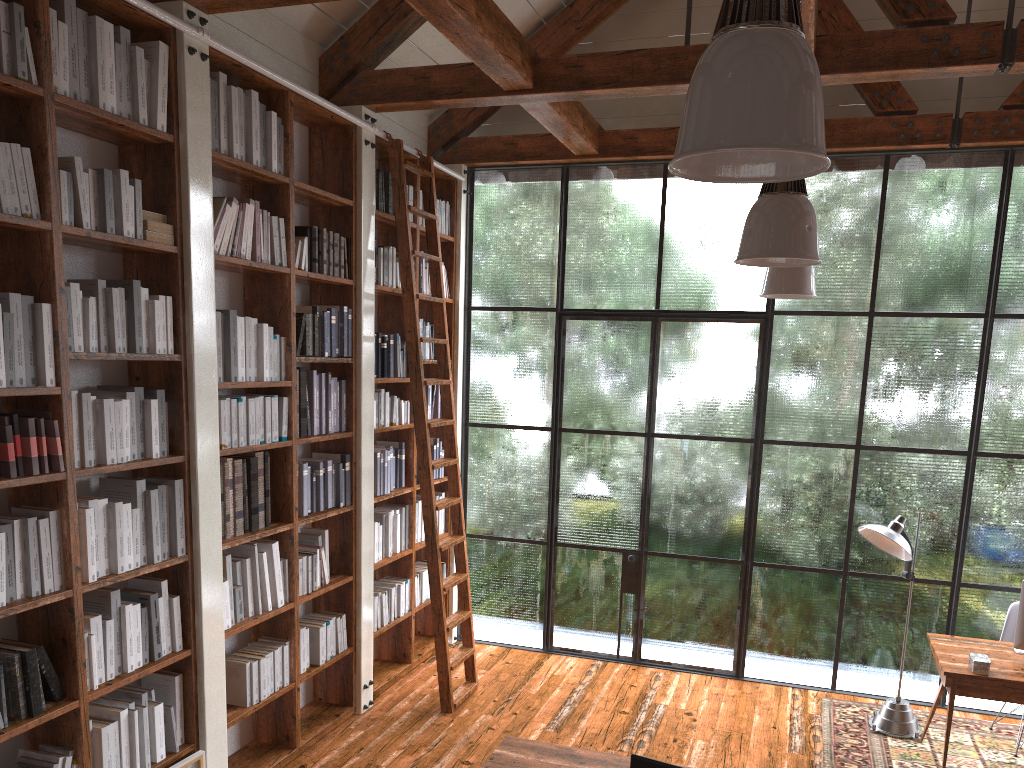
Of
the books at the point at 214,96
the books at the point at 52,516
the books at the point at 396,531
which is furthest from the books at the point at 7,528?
the books at the point at 396,531

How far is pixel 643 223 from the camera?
6.3m

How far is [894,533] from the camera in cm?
507

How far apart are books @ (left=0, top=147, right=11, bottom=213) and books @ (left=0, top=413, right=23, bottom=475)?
0.7 meters

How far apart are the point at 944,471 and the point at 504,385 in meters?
3.1 m

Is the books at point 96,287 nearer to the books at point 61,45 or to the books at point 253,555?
the books at point 61,45

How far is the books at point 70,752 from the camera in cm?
323

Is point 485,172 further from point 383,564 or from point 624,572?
point 624,572

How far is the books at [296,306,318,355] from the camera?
4.9m

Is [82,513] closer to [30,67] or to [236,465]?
[236,465]
